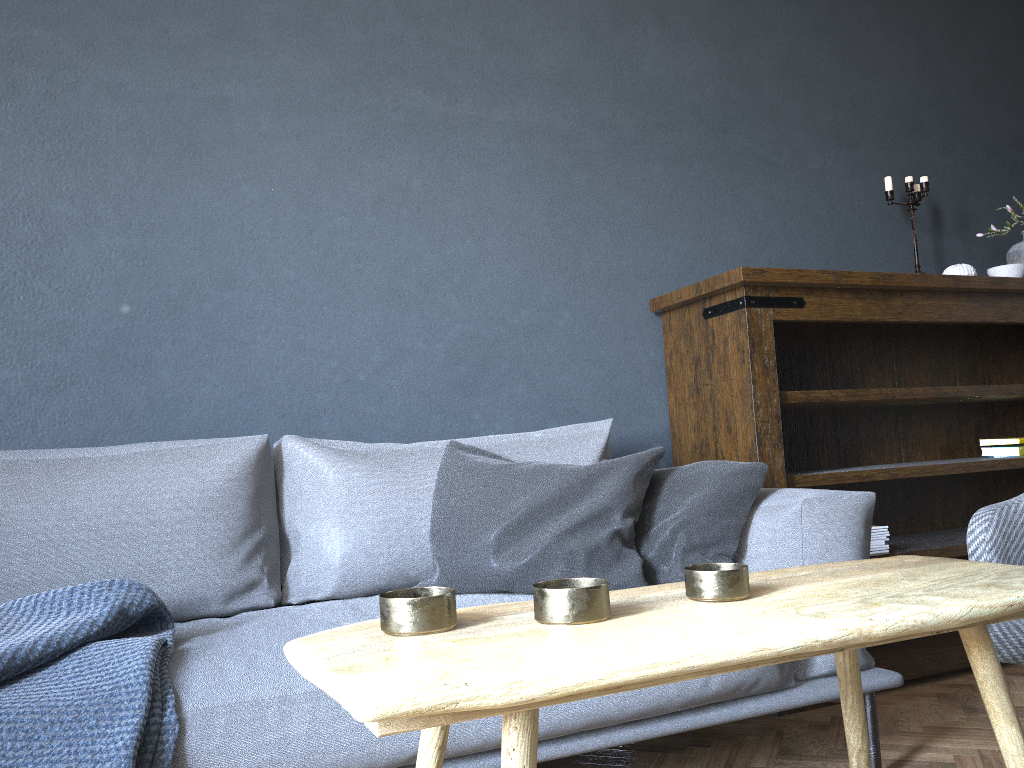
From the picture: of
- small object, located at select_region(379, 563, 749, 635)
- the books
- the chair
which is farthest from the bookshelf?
small object, located at select_region(379, 563, 749, 635)

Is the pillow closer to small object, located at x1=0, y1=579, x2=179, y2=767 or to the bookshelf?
the bookshelf

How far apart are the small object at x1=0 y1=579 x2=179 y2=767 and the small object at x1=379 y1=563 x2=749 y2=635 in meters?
0.6

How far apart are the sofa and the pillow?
0.02m

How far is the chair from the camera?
1.31m

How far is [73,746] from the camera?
1.2m

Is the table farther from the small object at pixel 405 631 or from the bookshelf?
the bookshelf

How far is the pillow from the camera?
1.78m

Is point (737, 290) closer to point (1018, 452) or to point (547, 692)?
point (1018, 452)

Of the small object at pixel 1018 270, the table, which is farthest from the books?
the table
